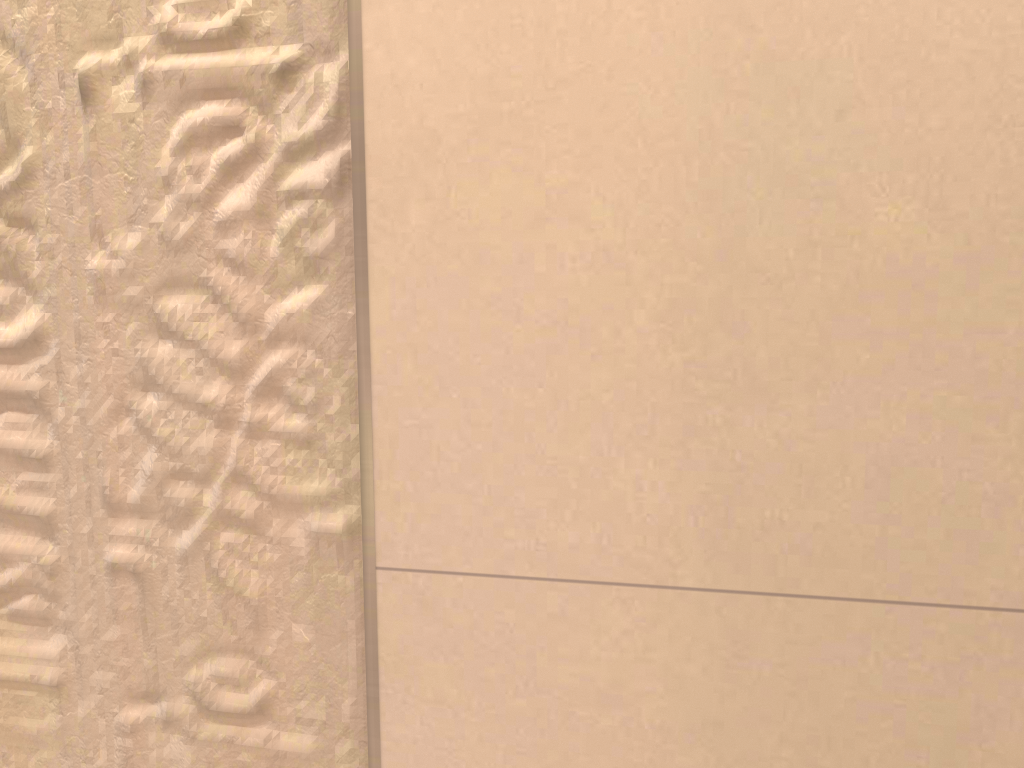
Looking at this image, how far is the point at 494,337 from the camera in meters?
0.5
